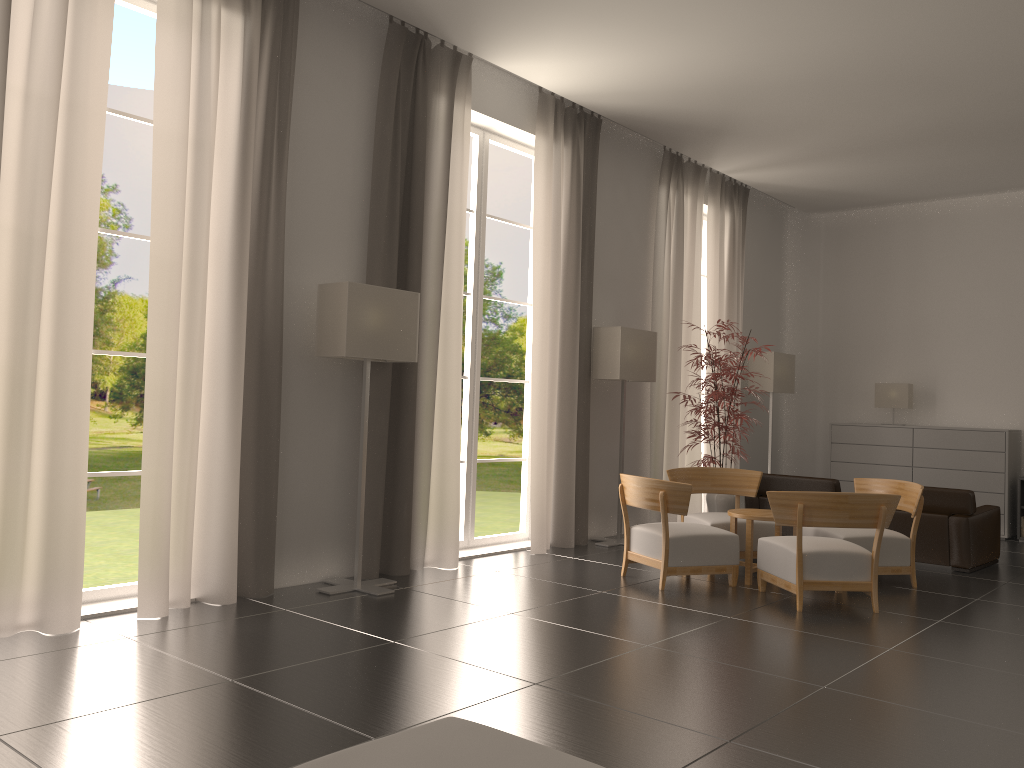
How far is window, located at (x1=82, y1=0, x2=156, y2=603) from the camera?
8.17m

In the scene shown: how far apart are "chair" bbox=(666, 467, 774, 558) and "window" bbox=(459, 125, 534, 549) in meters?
2.2

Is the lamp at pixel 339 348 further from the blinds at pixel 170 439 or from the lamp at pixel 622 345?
the lamp at pixel 622 345

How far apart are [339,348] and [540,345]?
3.75m

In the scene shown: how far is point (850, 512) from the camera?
9.0 meters

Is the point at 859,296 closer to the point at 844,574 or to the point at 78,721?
the point at 844,574

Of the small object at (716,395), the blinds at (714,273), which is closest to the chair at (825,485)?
the small object at (716,395)

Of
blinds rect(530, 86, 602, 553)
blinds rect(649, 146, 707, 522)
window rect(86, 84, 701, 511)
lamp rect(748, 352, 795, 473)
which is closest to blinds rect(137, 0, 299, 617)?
blinds rect(530, 86, 602, 553)

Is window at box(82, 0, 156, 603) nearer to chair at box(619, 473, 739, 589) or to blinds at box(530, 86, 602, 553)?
blinds at box(530, 86, 602, 553)

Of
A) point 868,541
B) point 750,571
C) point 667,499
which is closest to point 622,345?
point 667,499
